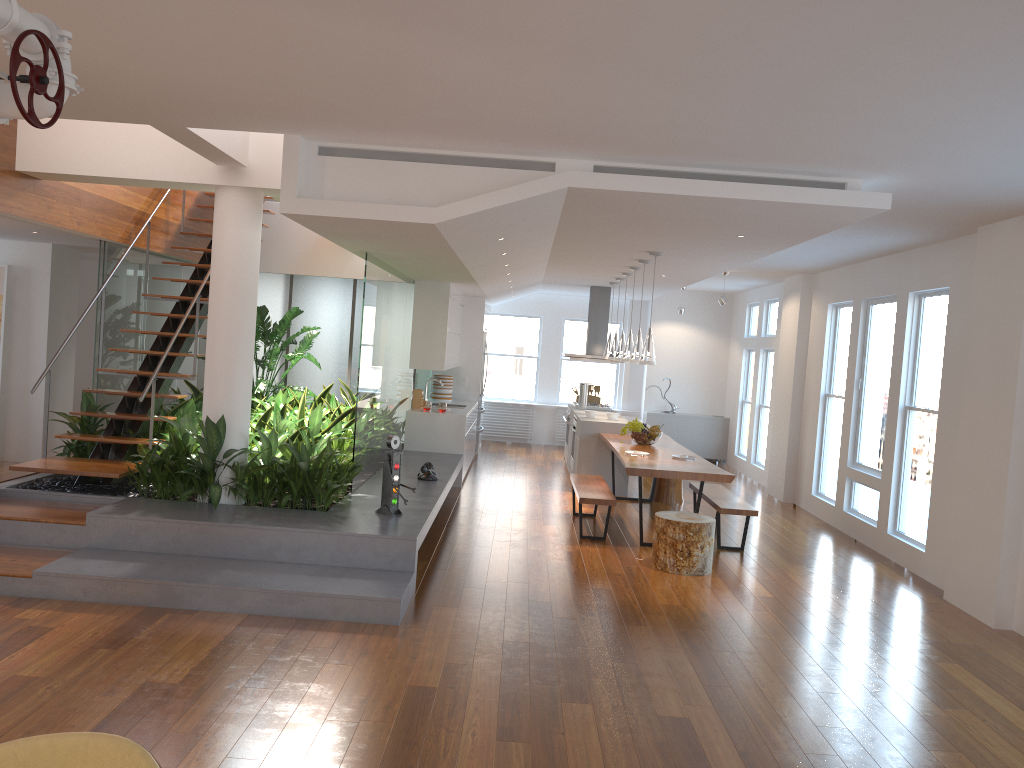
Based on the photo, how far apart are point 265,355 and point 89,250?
2.4m

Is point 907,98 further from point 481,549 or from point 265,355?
point 265,355

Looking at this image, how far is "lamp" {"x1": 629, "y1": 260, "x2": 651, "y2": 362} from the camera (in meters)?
8.48

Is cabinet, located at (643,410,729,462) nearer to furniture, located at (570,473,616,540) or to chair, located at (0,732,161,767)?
furniture, located at (570,473,616,540)

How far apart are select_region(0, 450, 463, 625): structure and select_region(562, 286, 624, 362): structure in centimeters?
306cm

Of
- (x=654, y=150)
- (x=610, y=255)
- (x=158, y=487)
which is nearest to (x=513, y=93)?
(x=654, y=150)

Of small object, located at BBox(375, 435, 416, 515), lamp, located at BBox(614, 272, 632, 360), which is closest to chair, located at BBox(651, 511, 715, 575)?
small object, located at BBox(375, 435, 416, 515)

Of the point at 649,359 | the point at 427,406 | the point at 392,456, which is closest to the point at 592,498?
the point at 649,359

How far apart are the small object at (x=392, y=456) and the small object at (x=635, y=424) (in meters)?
3.44

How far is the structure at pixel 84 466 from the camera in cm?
636
